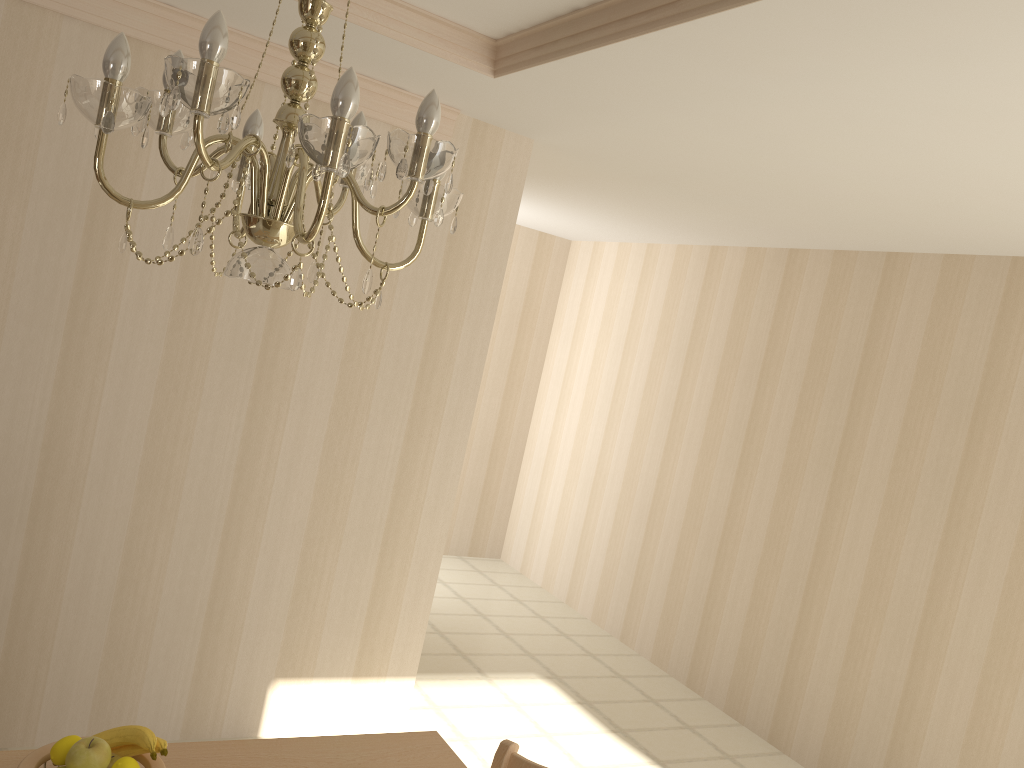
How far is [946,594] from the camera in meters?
3.8

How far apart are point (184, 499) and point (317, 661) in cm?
86

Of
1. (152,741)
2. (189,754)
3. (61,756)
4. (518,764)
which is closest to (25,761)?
(61,756)

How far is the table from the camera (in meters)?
1.74

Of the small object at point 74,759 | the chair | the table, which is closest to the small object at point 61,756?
the small object at point 74,759

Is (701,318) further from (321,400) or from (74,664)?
(74,664)

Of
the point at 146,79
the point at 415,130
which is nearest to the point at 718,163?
the point at 415,130

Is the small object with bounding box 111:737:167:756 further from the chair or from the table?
the chair

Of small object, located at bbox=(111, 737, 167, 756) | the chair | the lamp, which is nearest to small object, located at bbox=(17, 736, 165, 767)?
small object, located at bbox=(111, 737, 167, 756)

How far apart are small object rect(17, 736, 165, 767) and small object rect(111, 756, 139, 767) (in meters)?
0.06
